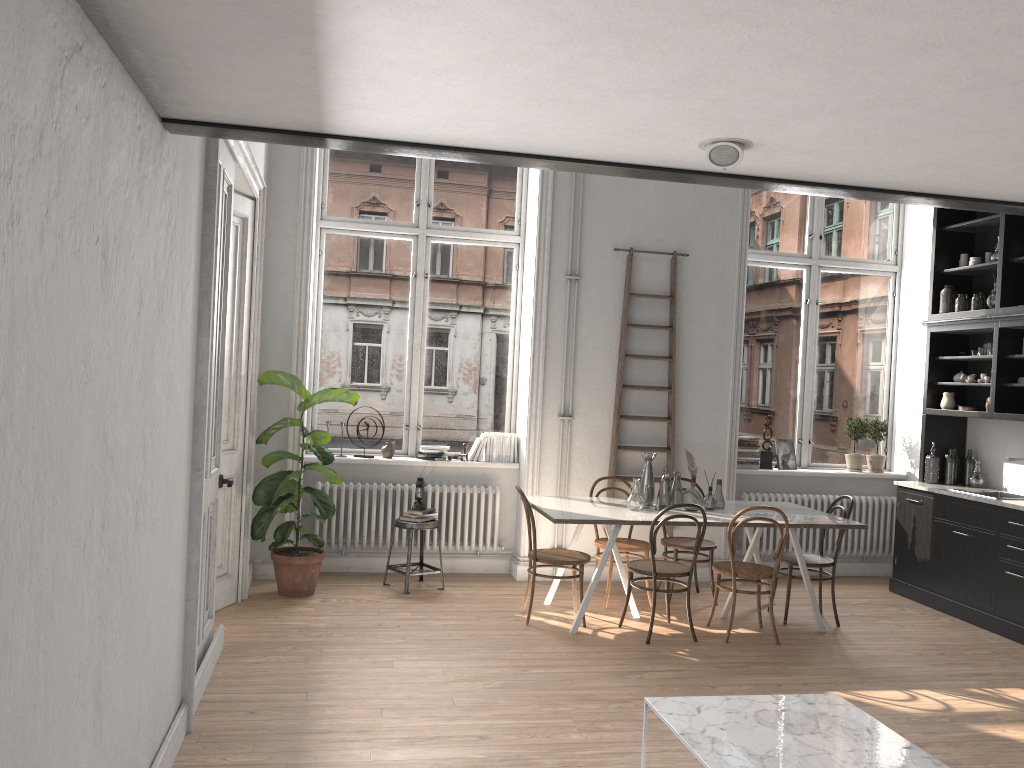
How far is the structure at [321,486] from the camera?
7.1m

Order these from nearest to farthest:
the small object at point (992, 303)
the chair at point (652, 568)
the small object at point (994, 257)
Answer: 1. the chair at point (652, 568)
2. the small object at point (992, 303)
3. the small object at point (994, 257)

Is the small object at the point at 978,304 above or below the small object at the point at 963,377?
above

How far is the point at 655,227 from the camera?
7.5 meters

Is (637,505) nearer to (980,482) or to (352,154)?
(980,482)

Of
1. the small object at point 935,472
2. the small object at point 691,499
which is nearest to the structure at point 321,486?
the small object at point 691,499

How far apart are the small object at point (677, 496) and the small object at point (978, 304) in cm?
296

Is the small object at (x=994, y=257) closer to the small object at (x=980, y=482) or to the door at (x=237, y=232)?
the small object at (x=980, y=482)

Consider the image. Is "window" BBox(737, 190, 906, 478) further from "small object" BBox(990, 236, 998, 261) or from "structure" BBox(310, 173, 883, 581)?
"structure" BBox(310, 173, 883, 581)

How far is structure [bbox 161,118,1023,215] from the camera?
3.05m
